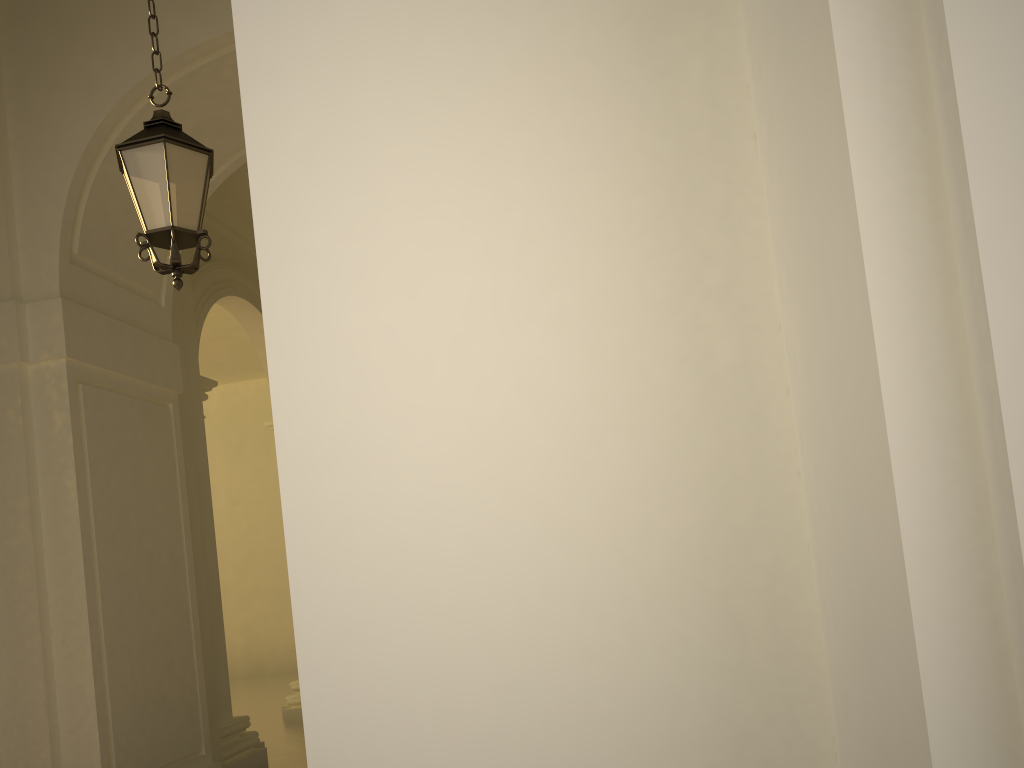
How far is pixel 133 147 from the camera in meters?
4.3

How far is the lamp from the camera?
4.3 meters

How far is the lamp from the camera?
4.29m
